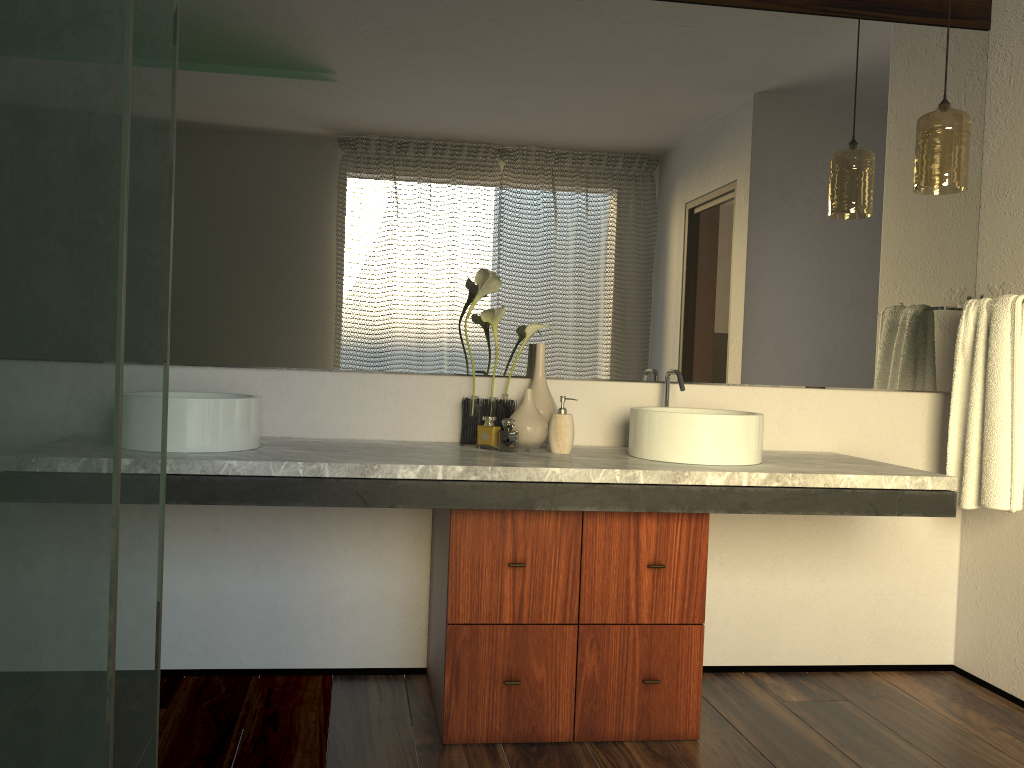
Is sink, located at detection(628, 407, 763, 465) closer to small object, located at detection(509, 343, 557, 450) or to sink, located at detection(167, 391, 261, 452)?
small object, located at detection(509, 343, 557, 450)

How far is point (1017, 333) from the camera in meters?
2.5

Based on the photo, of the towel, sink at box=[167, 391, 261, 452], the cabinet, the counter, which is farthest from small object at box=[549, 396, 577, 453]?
the towel

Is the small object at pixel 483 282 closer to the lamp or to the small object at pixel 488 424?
the small object at pixel 488 424

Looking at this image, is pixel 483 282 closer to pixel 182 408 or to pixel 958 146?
pixel 182 408

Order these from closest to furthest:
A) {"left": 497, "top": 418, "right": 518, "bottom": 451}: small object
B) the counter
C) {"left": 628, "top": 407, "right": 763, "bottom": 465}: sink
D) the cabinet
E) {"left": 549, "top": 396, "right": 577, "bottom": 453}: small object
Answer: the counter
the cabinet
{"left": 628, "top": 407, "right": 763, "bottom": 465}: sink
{"left": 549, "top": 396, "right": 577, "bottom": 453}: small object
{"left": 497, "top": 418, "right": 518, "bottom": 451}: small object

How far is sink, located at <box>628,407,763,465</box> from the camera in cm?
229

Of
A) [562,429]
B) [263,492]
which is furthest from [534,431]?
[263,492]

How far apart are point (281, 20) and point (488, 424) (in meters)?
1.28

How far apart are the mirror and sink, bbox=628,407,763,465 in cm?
15
